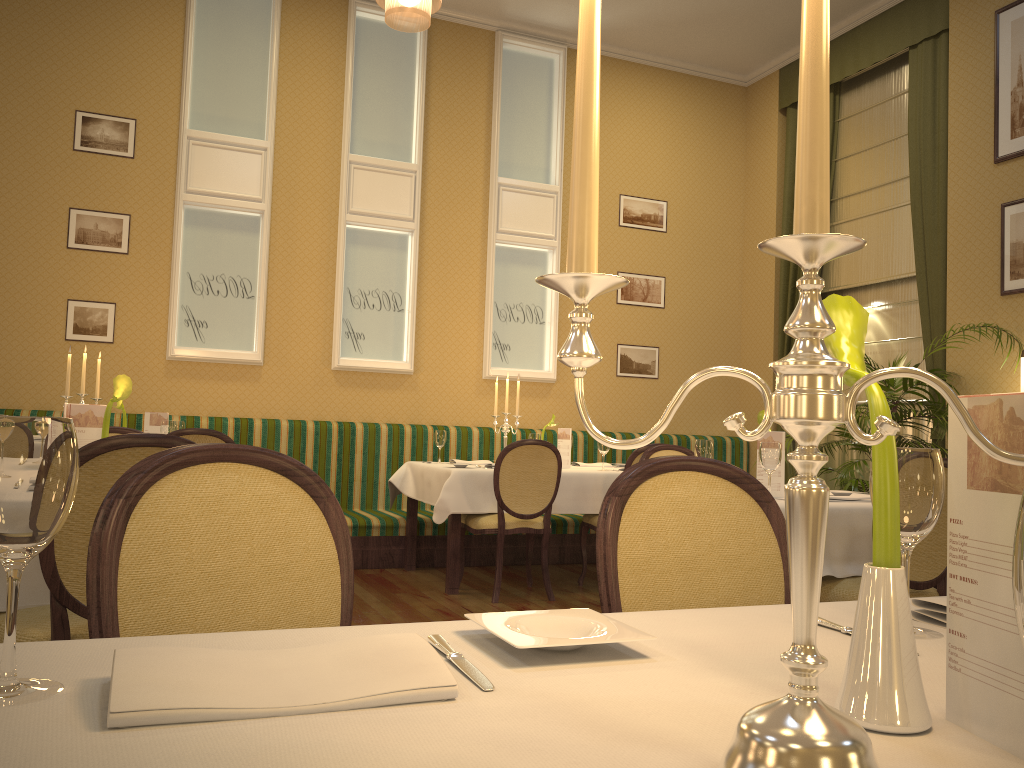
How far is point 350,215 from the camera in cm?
699

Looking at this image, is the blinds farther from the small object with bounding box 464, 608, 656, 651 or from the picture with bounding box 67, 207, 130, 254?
the small object with bounding box 464, 608, 656, 651

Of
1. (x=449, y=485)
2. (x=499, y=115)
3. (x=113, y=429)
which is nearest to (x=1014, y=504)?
(x=113, y=429)

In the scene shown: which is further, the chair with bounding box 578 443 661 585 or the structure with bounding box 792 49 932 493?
the structure with bounding box 792 49 932 493

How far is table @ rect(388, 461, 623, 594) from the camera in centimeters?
528cm

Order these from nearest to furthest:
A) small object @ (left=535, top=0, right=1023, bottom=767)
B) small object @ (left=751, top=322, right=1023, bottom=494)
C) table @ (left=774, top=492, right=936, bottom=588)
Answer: small object @ (left=535, top=0, right=1023, bottom=767) → table @ (left=774, top=492, right=936, bottom=588) → small object @ (left=751, top=322, right=1023, bottom=494)

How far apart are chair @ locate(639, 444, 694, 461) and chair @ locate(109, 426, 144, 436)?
2.5m

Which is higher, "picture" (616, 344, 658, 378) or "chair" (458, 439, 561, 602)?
"picture" (616, 344, 658, 378)

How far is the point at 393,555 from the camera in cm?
625

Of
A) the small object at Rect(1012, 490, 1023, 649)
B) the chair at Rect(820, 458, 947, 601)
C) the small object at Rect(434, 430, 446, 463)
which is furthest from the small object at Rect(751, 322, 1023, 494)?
the small object at Rect(1012, 490, 1023, 649)
